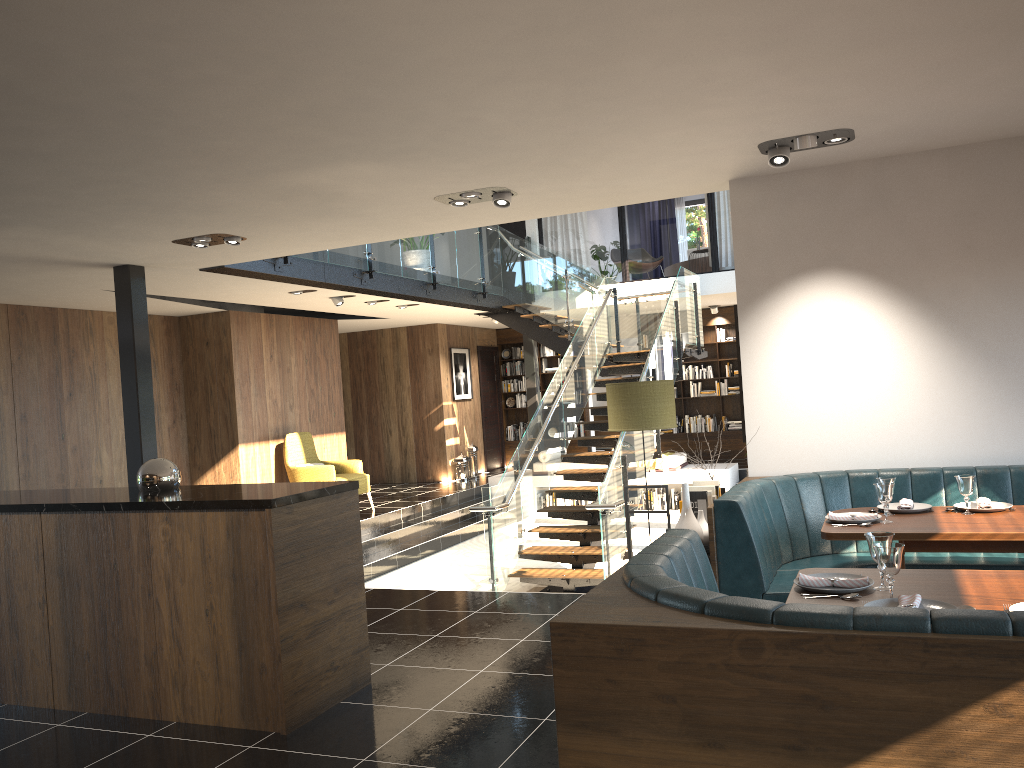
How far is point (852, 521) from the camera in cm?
436

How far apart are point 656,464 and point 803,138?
8.9 meters

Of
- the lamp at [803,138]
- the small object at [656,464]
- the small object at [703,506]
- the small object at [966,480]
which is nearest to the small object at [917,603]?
the small object at [966,480]

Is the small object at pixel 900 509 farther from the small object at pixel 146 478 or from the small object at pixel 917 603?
the small object at pixel 146 478

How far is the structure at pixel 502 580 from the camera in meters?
8.6 m

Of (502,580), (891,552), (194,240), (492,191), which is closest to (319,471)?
(502,580)

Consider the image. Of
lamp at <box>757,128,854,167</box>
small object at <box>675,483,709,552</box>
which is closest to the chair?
small object at <box>675,483,709,552</box>

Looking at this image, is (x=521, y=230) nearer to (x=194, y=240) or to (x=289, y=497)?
(x=194, y=240)

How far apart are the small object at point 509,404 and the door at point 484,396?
0.2m

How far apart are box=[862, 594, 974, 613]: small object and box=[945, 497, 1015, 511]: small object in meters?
2.0
